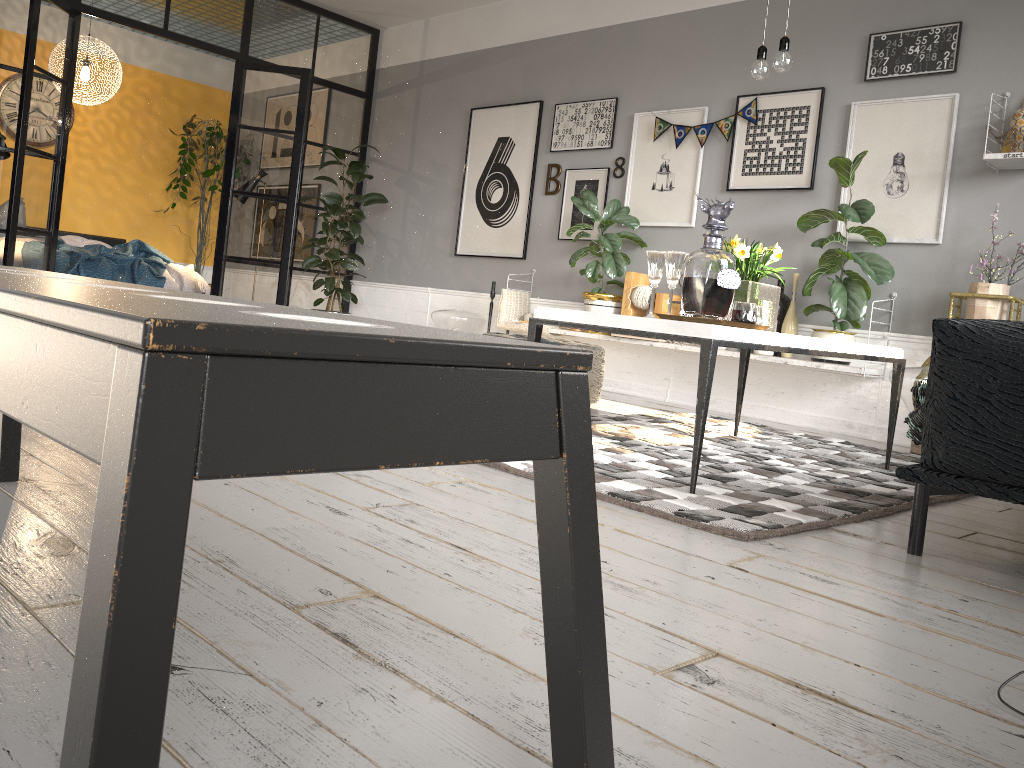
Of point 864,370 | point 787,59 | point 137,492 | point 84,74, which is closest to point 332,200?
point 84,74

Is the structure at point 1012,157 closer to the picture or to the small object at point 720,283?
the picture

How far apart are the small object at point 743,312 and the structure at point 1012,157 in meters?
2.2 m

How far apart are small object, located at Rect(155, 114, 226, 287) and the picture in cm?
327

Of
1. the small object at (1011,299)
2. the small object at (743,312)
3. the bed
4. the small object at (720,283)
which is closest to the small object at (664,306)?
the small object at (1011,299)

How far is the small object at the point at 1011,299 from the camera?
4.2m

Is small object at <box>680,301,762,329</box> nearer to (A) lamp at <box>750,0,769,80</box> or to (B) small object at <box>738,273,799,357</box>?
(A) lamp at <box>750,0,769,80</box>

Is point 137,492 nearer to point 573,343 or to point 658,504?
point 658,504

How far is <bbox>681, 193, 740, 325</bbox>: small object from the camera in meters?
2.7

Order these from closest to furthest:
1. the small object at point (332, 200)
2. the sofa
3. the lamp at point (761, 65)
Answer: the sofa → the lamp at point (761, 65) → the small object at point (332, 200)
